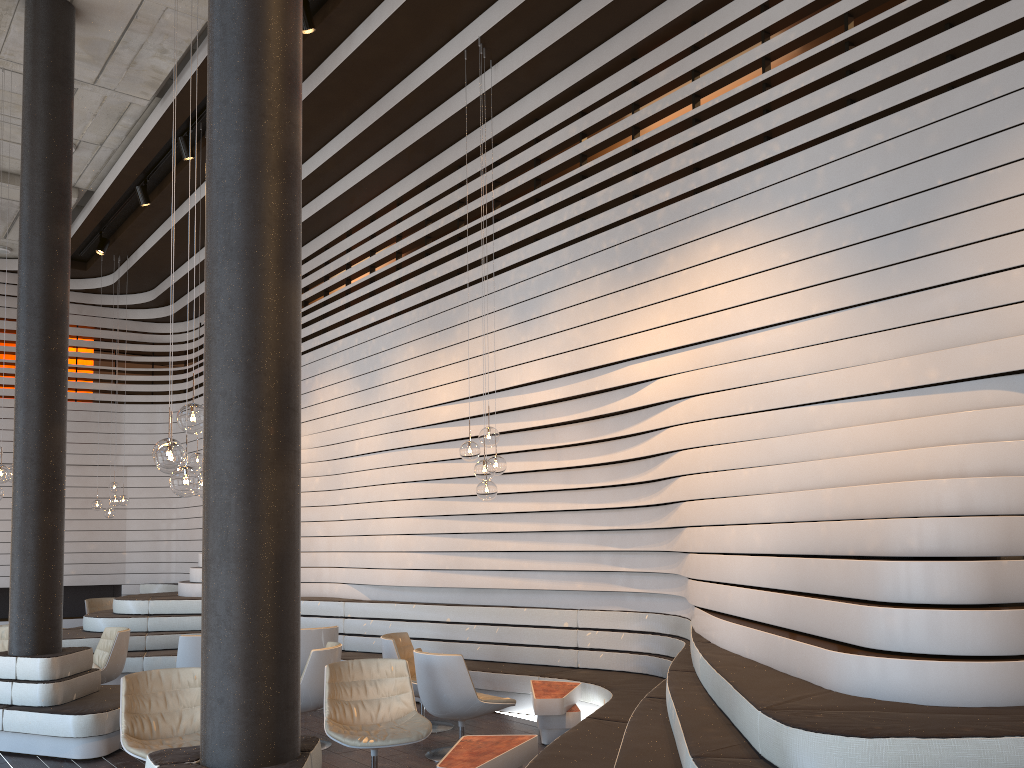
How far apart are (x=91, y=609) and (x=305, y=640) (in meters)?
6.60

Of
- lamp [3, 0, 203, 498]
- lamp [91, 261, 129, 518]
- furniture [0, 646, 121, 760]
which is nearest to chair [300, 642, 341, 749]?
furniture [0, 646, 121, 760]

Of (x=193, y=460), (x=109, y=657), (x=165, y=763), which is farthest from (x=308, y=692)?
(x=193, y=460)

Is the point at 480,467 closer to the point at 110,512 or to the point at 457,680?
the point at 457,680

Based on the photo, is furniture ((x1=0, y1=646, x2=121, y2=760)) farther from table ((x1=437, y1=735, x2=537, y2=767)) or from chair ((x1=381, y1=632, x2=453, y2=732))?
table ((x1=437, y1=735, x2=537, y2=767))

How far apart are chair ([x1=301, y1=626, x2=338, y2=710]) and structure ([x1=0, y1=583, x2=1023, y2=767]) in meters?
0.9 m

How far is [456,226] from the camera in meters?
12.1 m

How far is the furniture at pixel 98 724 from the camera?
6.1 meters

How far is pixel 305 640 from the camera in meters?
7.9 m

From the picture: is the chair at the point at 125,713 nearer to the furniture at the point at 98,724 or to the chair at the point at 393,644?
the furniture at the point at 98,724
